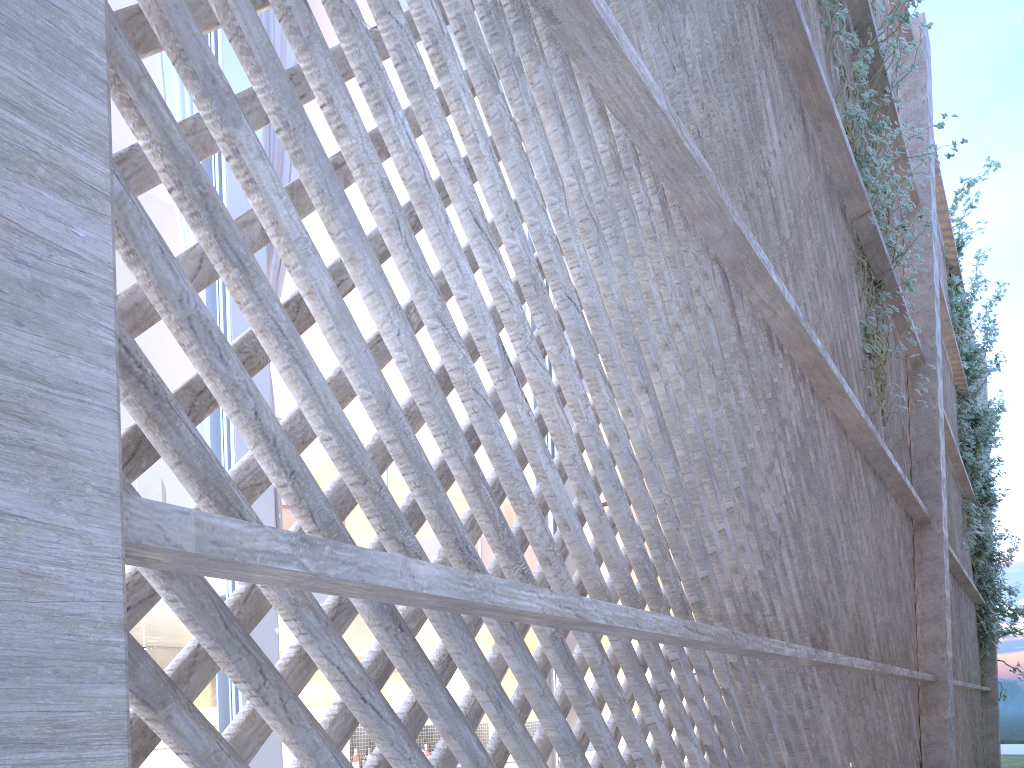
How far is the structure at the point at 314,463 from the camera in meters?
5.1

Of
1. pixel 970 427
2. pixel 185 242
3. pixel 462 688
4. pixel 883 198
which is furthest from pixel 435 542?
pixel 970 427

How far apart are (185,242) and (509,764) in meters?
4.4 m

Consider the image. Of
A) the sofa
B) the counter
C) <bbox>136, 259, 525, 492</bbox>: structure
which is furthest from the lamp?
<bbox>136, 259, 525, 492</bbox>: structure

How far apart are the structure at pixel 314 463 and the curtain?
1.8 meters

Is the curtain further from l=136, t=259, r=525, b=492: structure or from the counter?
the counter

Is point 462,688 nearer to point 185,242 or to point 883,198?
point 185,242

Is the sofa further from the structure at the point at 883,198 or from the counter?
the counter

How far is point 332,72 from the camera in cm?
91

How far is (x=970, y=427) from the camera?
6.8 meters
